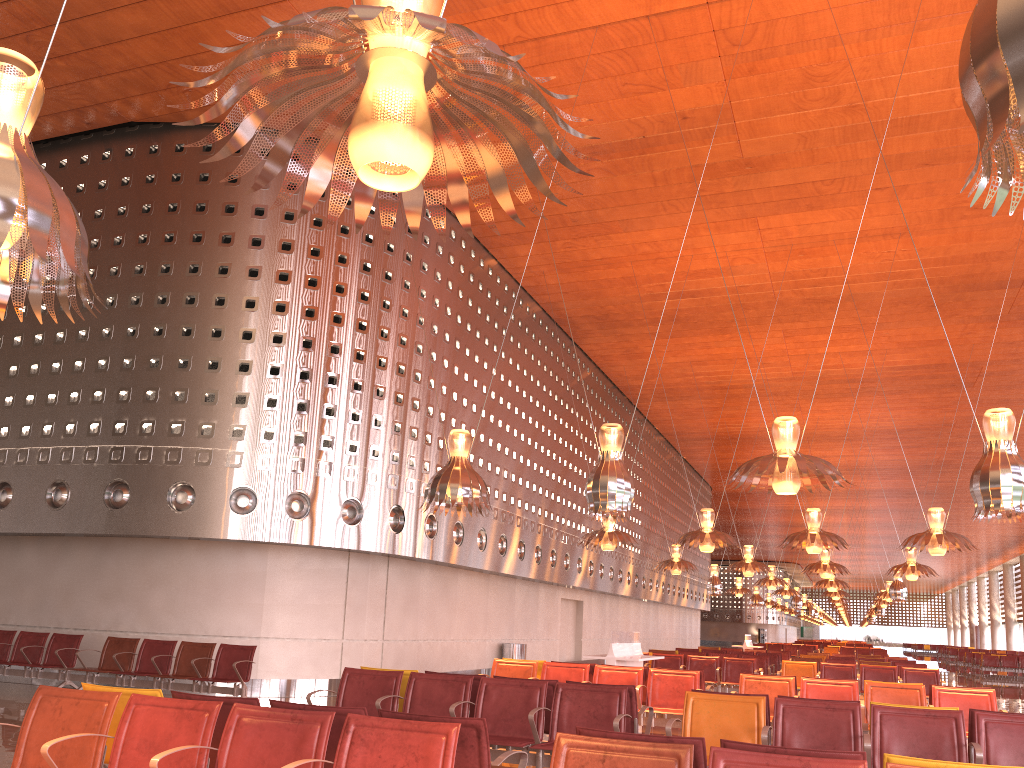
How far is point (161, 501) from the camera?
13.3 meters

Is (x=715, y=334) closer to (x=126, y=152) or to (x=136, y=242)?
(x=136, y=242)
